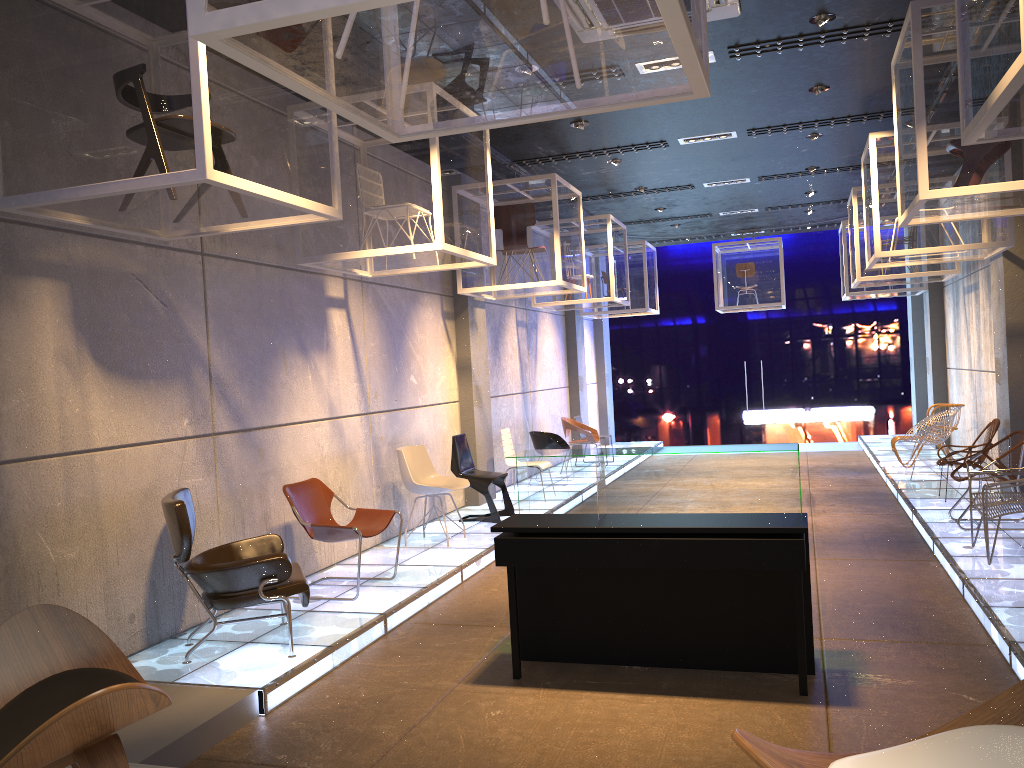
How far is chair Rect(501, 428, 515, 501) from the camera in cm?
1072

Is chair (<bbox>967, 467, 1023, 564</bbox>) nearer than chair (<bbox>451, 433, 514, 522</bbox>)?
Yes

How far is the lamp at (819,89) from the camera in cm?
783

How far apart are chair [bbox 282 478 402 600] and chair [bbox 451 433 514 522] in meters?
2.4

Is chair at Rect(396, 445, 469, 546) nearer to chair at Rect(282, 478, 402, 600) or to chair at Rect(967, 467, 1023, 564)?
chair at Rect(282, 478, 402, 600)

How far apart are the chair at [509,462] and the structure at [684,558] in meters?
5.3

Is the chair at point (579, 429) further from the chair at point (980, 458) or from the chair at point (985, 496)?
the chair at point (985, 496)

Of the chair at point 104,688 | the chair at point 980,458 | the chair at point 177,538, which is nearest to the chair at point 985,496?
the chair at point 980,458

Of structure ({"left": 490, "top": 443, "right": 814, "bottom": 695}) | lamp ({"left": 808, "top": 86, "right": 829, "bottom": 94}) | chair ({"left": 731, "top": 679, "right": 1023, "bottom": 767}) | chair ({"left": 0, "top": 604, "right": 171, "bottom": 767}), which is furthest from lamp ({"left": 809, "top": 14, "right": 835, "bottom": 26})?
chair ({"left": 0, "top": 604, "right": 171, "bottom": 767})

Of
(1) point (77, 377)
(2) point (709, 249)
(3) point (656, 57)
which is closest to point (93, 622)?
(1) point (77, 377)
